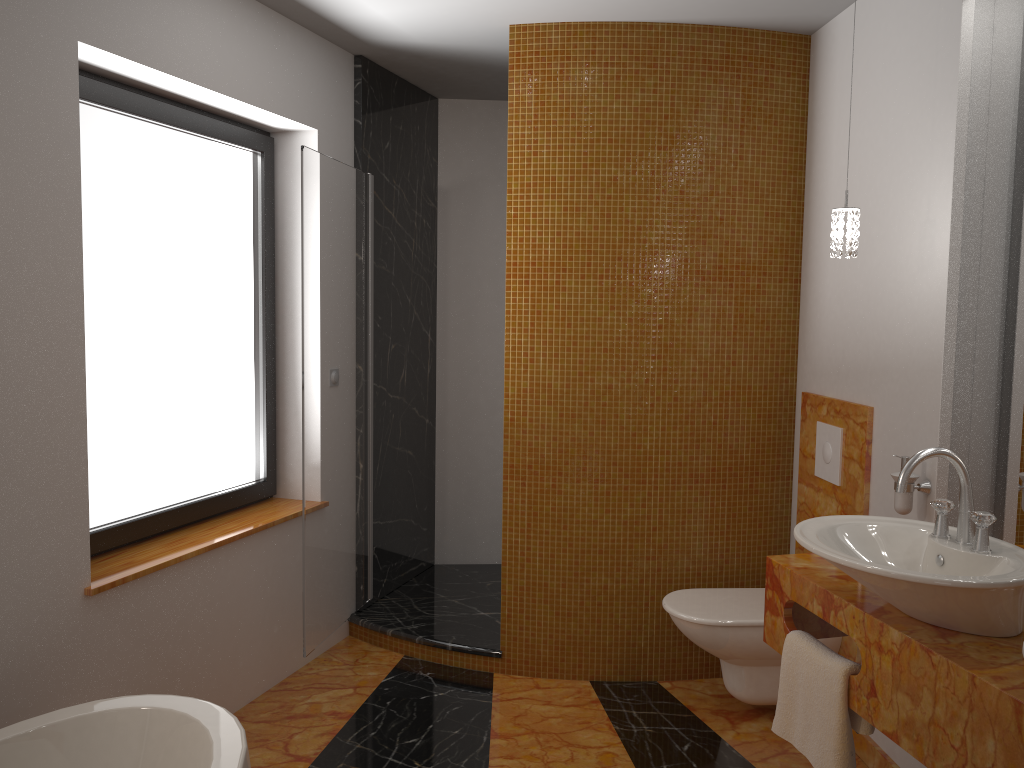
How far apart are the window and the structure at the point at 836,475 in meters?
2.1 m

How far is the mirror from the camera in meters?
2.3 m

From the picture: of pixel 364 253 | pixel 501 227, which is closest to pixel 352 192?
pixel 364 253

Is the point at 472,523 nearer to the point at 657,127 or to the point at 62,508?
the point at 657,127

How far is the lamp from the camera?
2.38m

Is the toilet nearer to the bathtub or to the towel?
the towel

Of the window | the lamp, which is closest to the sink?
the lamp

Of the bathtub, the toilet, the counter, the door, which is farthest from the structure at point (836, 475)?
the bathtub

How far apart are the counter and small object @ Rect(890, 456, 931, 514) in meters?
0.3 m

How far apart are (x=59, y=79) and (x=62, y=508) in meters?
1.1
